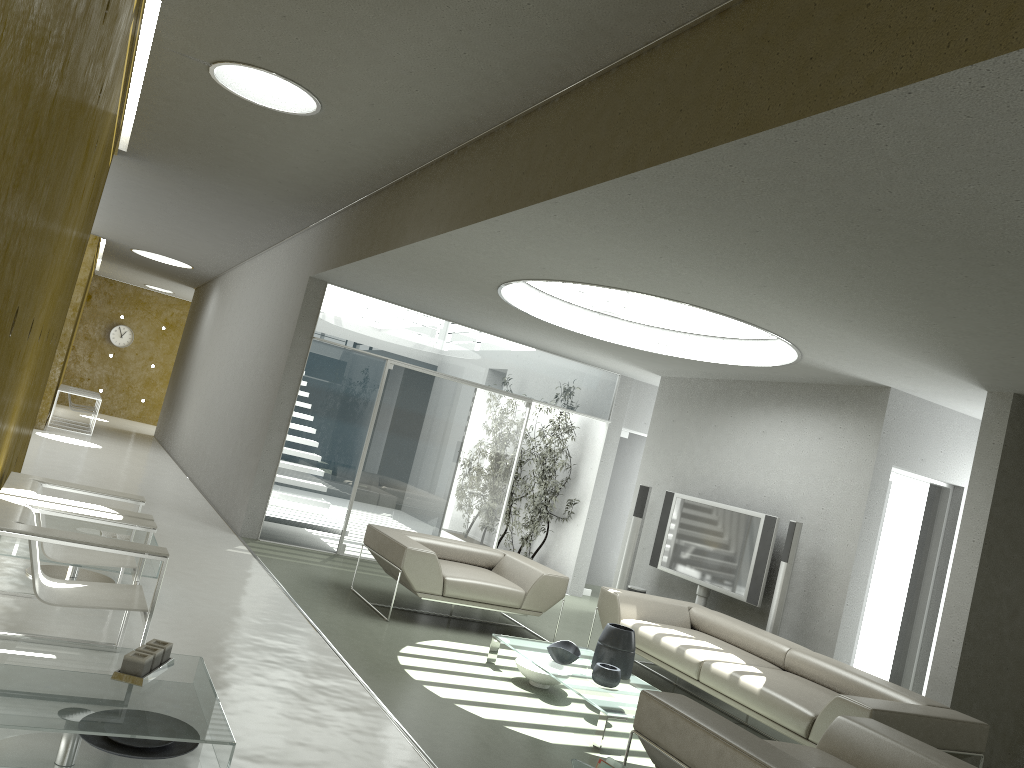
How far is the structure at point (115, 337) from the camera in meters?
22.0

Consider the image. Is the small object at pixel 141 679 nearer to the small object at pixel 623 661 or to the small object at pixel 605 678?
the small object at pixel 605 678

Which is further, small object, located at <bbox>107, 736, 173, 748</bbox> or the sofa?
the sofa

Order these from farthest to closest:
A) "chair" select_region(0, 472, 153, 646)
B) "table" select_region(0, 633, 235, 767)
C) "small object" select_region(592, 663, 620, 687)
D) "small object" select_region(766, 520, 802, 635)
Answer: "small object" select_region(766, 520, 802, 635) → "small object" select_region(592, 663, 620, 687) → "chair" select_region(0, 472, 153, 646) → "table" select_region(0, 633, 235, 767)

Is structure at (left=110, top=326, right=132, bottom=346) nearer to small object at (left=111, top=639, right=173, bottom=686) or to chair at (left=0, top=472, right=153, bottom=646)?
chair at (left=0, top=472, right=153, bottom=646)

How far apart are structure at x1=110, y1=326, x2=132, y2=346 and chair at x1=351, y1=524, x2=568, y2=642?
17.0m

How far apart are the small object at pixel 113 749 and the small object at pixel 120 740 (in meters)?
0.03

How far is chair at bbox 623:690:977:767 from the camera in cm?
335

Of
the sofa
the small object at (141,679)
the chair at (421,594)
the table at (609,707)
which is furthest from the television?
the small object at (141,679)

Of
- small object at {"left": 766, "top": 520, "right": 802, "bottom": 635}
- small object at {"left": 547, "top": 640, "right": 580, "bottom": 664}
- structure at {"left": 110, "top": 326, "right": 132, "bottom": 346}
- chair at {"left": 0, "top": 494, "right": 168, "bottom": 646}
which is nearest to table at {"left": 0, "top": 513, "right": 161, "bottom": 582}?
chair at {"left": 0, "top": 494, "right": 168, "bottom": 646}
